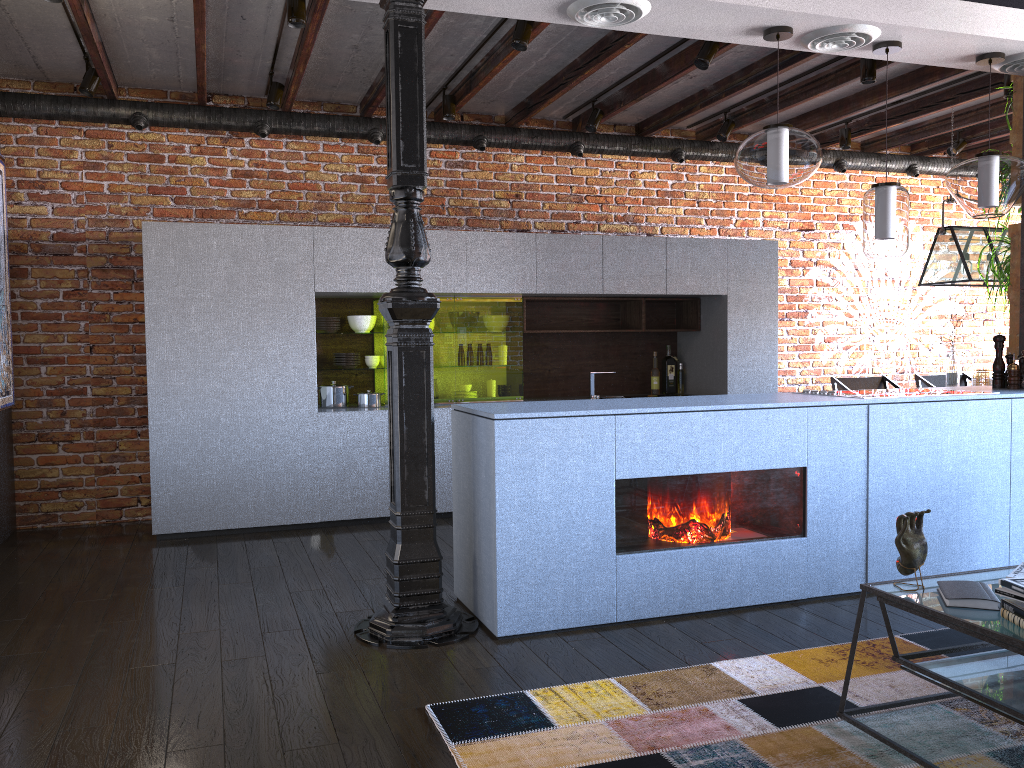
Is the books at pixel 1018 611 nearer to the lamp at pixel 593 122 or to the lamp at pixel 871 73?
the lamp at pixel 871 73

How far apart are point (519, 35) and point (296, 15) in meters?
1.0 m

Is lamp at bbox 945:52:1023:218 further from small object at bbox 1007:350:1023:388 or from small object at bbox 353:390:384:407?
small object at bbox 353:390:384:407

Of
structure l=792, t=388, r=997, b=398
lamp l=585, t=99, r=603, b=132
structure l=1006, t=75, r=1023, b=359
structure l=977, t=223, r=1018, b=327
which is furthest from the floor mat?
lamp l=585, t=99, r=603, b=132

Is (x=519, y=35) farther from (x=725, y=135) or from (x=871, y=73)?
(x=725, y=135)

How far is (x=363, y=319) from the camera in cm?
576

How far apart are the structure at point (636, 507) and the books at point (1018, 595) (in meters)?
1.46

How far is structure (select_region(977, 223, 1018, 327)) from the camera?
4.8 meters

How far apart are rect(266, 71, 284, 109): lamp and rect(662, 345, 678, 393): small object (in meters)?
3.25

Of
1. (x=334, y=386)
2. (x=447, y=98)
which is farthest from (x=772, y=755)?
(x=447, y=98)
